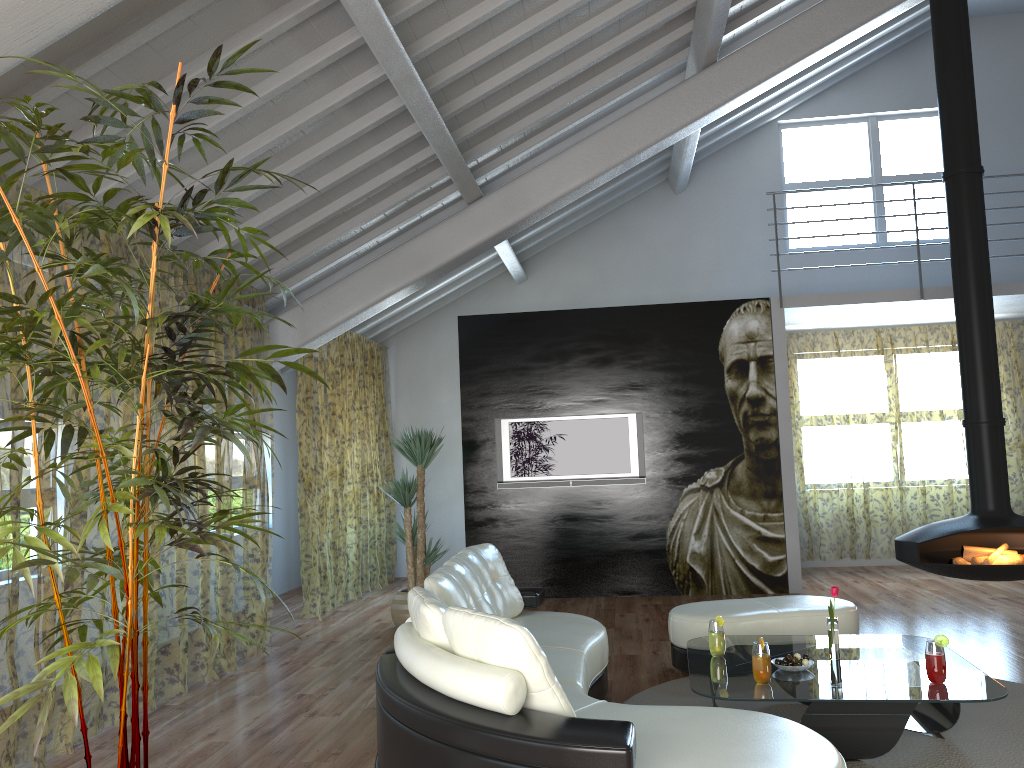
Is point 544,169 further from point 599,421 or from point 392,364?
point 392,364

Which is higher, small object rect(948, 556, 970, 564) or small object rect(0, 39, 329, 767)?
small object rect(0, 39, 329, 767)

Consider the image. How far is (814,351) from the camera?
13.95m

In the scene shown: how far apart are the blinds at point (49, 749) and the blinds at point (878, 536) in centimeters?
532cm

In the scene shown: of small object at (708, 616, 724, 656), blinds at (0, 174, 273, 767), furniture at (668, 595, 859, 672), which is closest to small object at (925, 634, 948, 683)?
small object at (708, 616, 724, 656)

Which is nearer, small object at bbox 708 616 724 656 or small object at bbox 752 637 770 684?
small object at bbox 752 637 770 684

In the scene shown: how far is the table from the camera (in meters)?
3.41

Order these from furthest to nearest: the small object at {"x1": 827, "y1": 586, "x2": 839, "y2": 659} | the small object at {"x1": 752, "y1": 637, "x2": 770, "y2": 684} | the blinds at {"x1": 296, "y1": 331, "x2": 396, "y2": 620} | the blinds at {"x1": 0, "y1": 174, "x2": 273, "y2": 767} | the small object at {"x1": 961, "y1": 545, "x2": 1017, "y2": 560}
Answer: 1. the blinds at {"x1": 296, "y1": 331, "x2": 396, "y2": 620}
2. the blinds at {"x1": 0, "y1": 174, "x2": 273, "y2": 767}
3. the small object at {"x1": 961, "y1": 545, "x2": 1017, "y2": 560}
4. the small object at {"x1": 827, "y1": 586, "x2": 839, "y2": 659}
5. the small object at {"x1": 752, "y1": 637, "x2": 770, "y2": 684}

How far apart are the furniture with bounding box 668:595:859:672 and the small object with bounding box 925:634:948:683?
1.4 meters

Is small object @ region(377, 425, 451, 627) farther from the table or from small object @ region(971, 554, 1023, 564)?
small object @ region(971, 554, 1023, 564)
